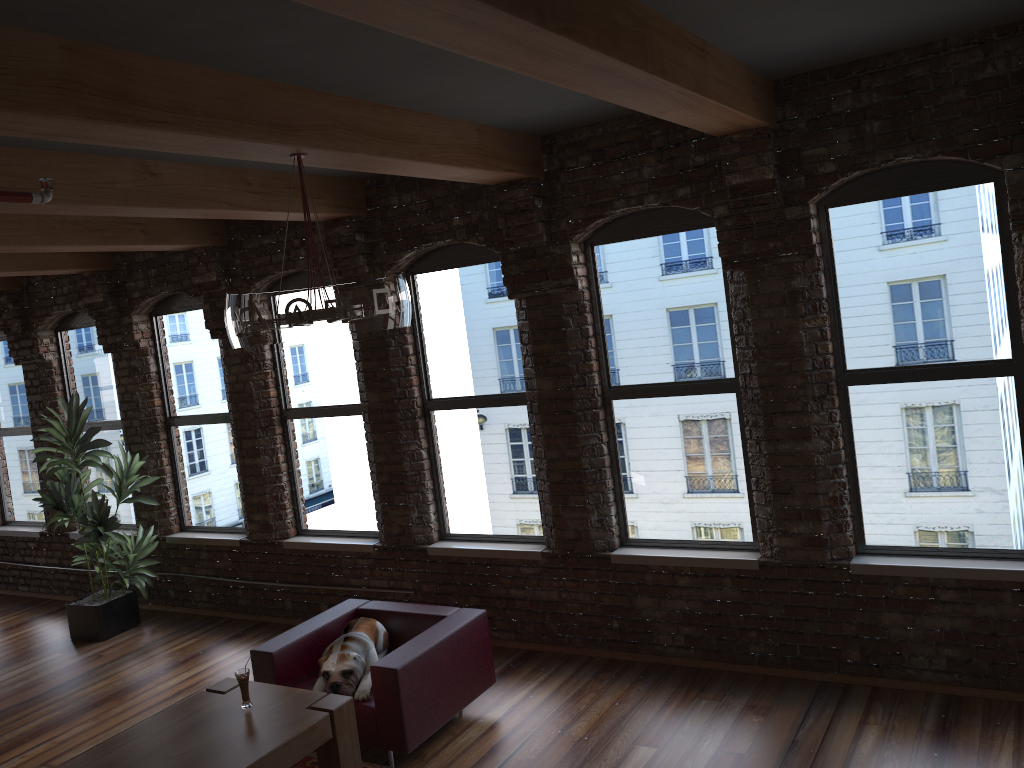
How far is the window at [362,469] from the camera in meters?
7.0 m

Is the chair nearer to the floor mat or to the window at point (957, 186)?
the floor mat

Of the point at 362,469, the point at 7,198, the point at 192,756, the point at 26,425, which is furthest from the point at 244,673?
the point at 26,425

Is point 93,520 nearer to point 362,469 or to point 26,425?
point 362,469

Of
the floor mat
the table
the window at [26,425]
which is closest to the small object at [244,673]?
the table

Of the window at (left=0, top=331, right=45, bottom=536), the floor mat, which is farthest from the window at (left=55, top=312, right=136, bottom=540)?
the floor mat

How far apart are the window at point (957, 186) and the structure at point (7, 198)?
3.9m

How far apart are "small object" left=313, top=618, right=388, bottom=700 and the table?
0.3 meters

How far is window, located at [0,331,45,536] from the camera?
9.29m

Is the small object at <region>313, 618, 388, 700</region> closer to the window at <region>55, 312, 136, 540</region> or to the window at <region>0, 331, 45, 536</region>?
the window at <region>55, 312, 136, 540</region>
